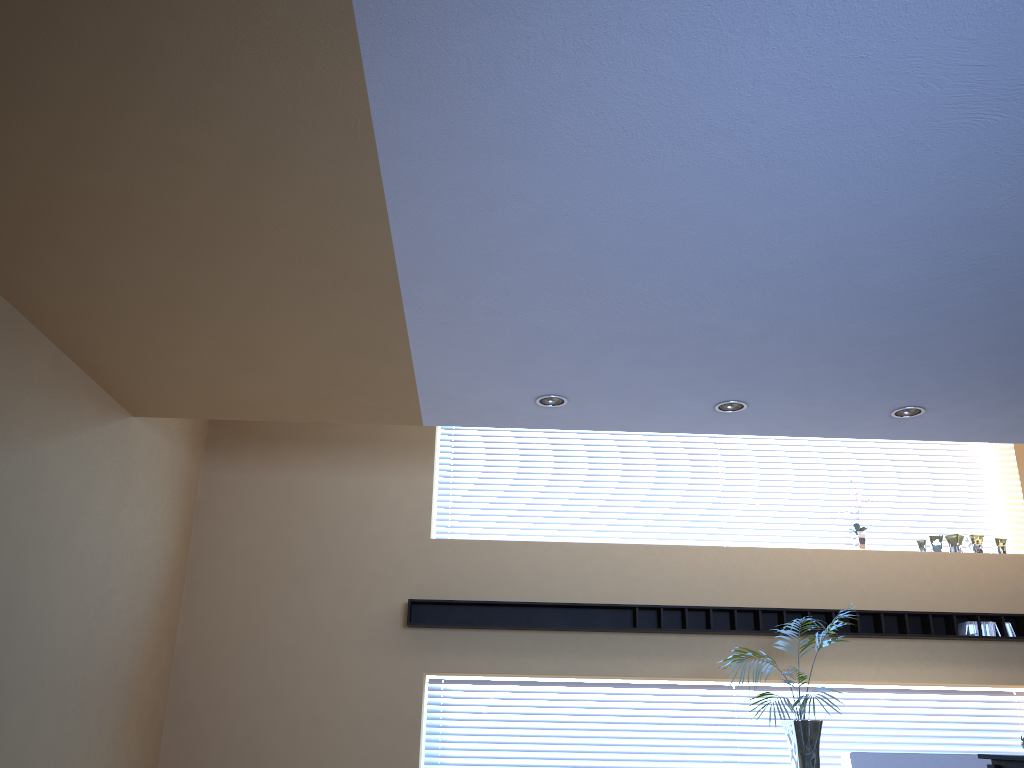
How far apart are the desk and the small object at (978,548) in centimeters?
460cm

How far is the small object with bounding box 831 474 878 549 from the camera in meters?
8.0 m

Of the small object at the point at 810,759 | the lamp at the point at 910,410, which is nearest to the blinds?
the small object at the point at 810,759

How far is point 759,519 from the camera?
8.40m

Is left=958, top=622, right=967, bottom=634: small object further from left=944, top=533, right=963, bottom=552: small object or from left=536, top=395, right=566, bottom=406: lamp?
left=536, top=395, right=566, bottom=406: lamp

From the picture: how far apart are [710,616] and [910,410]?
2.6m

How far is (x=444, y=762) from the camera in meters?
7.5

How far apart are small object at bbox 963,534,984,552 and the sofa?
2.1 meters

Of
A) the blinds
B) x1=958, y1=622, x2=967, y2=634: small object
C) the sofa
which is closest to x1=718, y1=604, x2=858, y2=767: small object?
the sofa

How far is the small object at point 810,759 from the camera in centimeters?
604cm
